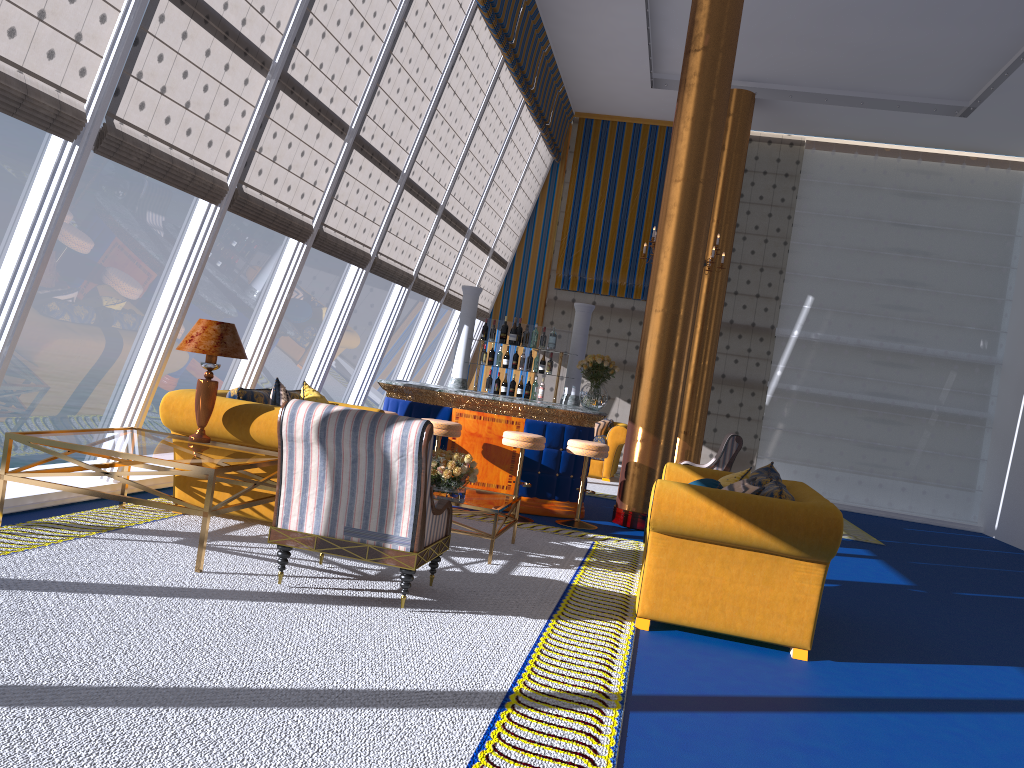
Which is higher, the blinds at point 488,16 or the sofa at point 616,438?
the blinds at point 488,16

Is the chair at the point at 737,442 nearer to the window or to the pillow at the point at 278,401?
the window

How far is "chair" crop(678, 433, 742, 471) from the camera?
10.99m

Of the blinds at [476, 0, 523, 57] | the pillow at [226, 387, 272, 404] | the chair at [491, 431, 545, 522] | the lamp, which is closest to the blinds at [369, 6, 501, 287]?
the blinds at [476, 0, 523, 57]

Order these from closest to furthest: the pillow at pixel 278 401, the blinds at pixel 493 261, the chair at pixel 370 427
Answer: the chair at pixel 370 427 → the pillow at pixel 278 401 → the blinds at pixel 493 261

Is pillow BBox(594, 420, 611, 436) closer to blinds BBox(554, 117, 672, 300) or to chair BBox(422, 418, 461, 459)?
blinds BBox(554, 117, 672, 300)

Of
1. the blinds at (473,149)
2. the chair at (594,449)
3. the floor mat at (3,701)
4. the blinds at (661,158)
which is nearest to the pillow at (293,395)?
the floor mat at (3,701)

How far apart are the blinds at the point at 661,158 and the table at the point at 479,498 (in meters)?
8.57

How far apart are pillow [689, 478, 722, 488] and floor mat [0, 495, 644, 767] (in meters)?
0.84

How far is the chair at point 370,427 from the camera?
4.35m
